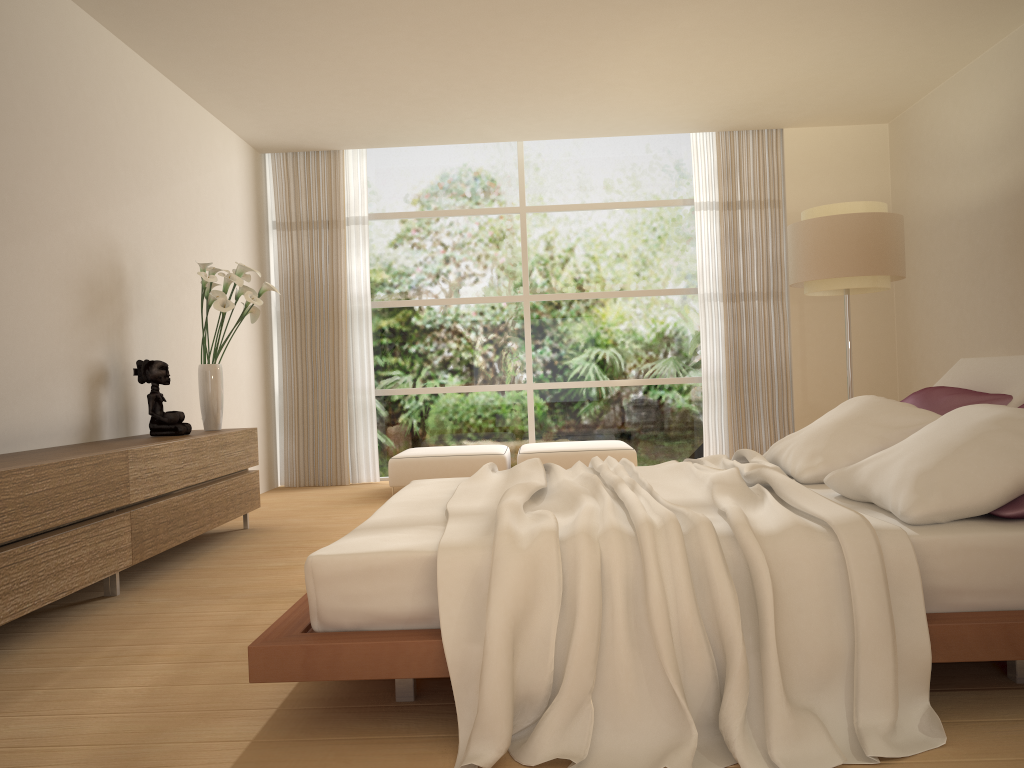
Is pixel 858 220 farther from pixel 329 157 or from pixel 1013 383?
pixel 329 157

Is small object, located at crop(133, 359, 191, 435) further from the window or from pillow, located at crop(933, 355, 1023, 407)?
pillow, located at crop(933, 355, 1023, 407)

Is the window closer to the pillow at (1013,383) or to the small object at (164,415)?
the small object at (164,415)

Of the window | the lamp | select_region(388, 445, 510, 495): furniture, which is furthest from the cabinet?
the lamp

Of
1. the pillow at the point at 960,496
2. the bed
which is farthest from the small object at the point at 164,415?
the pillow at the point at 960,496

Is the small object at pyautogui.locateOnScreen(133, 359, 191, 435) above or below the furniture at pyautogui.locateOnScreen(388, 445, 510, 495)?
above

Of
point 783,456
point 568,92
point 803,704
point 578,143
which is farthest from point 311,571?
point 578,143

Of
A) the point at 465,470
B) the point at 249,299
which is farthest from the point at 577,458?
the point at 249,299

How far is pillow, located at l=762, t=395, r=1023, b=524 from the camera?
2.4m

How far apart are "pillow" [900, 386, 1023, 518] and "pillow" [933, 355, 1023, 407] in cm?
2
